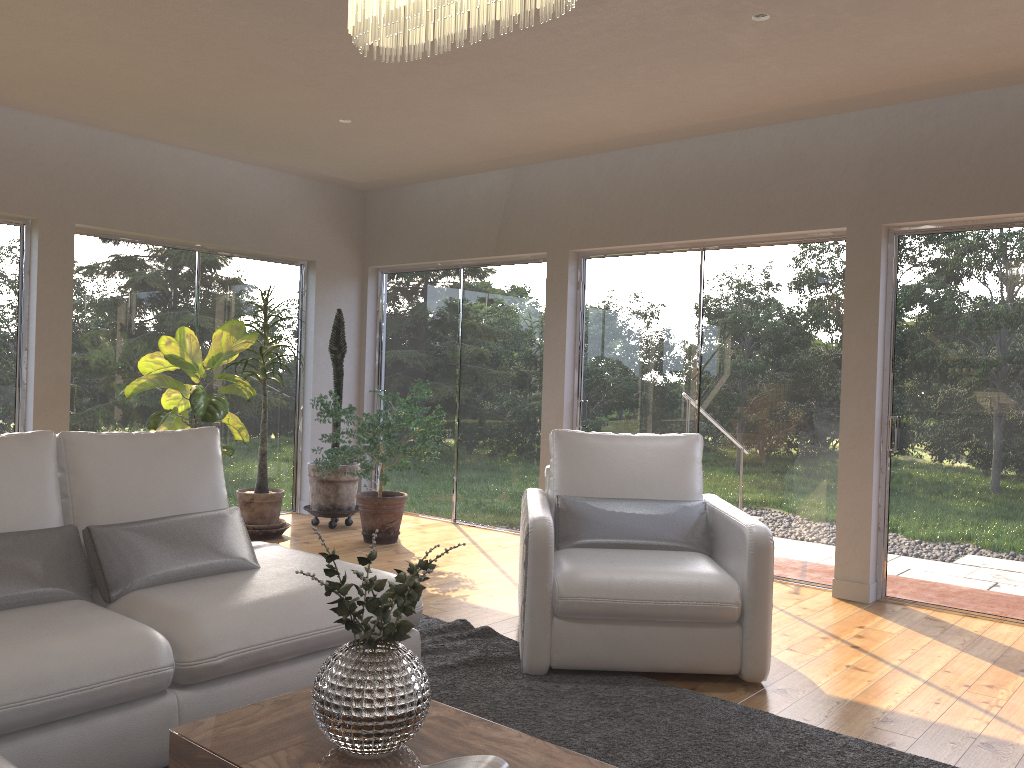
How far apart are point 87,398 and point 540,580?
4.1m

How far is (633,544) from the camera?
4.0m

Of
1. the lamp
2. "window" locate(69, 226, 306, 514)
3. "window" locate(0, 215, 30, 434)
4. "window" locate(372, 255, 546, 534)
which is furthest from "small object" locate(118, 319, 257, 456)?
the lamp

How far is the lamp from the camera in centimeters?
200cm

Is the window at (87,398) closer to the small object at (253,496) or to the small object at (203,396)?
the small object at (203,396)

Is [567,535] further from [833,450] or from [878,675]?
[833,450]

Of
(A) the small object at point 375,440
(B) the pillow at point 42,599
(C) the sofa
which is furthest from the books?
(A) the small object at point 375,440

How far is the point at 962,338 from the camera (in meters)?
4.83

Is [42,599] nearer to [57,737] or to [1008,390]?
[57,737]

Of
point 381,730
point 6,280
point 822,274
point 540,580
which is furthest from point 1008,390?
point 6,280
